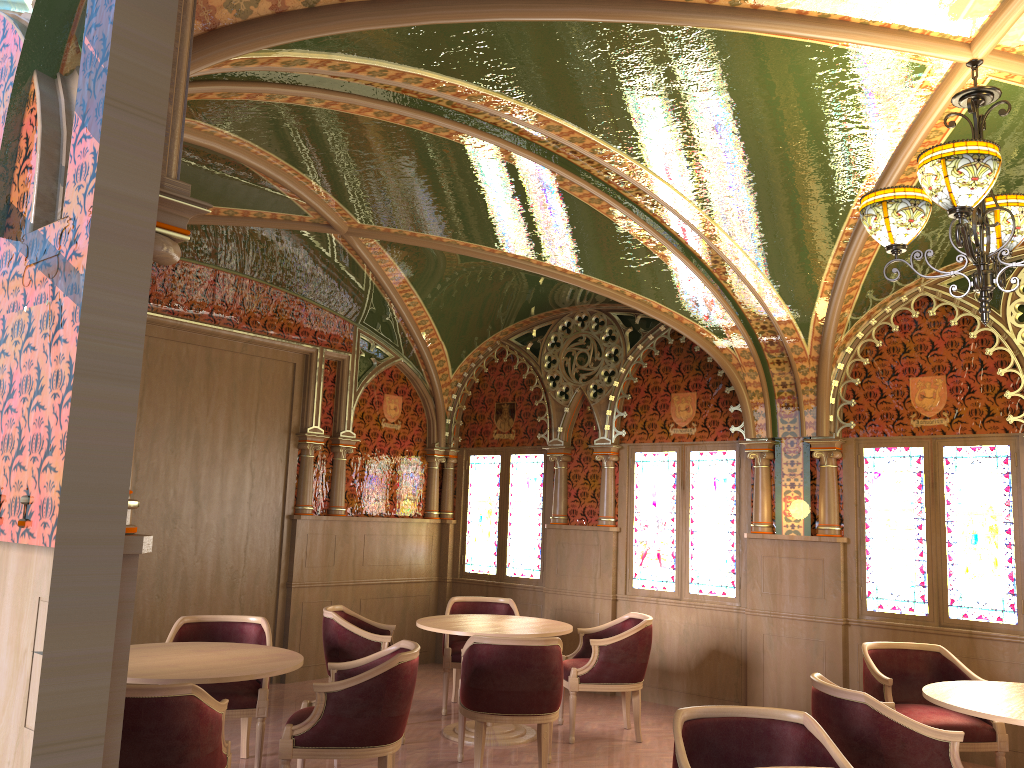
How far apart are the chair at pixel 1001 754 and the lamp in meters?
2.5

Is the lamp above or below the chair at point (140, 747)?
above

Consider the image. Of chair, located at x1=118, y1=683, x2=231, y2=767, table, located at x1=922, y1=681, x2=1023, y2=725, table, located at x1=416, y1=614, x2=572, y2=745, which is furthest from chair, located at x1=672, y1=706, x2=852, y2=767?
table, located at x1=416, y1=614, x2=572, y2=745

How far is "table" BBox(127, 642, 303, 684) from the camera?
4.1 meters

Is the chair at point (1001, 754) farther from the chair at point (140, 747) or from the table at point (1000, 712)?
the chair at point (140, 747)

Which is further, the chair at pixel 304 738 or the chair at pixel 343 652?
the chair at pixel 343 652

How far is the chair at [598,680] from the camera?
6.3 meters

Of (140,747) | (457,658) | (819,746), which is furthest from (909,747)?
(457,658)

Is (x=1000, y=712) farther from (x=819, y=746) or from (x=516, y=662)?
(x=516, y=662)

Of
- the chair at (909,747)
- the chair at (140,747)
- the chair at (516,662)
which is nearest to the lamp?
the chair at (909,747)
